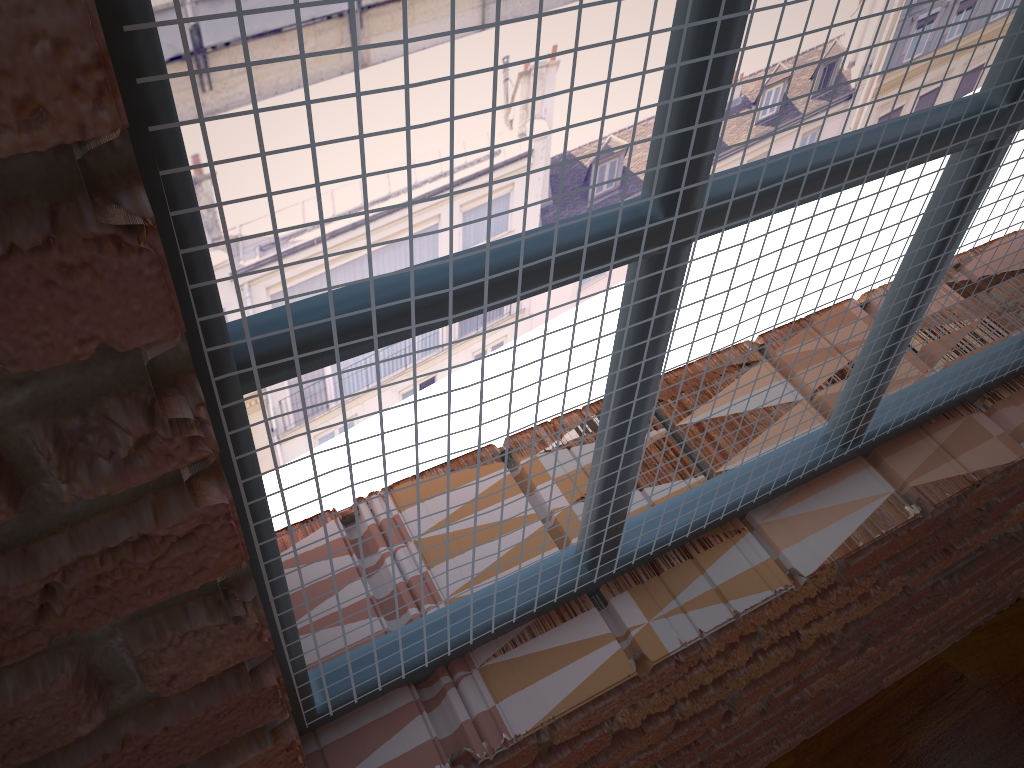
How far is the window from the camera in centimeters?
38cm

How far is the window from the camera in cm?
38

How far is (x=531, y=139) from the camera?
0.38m
